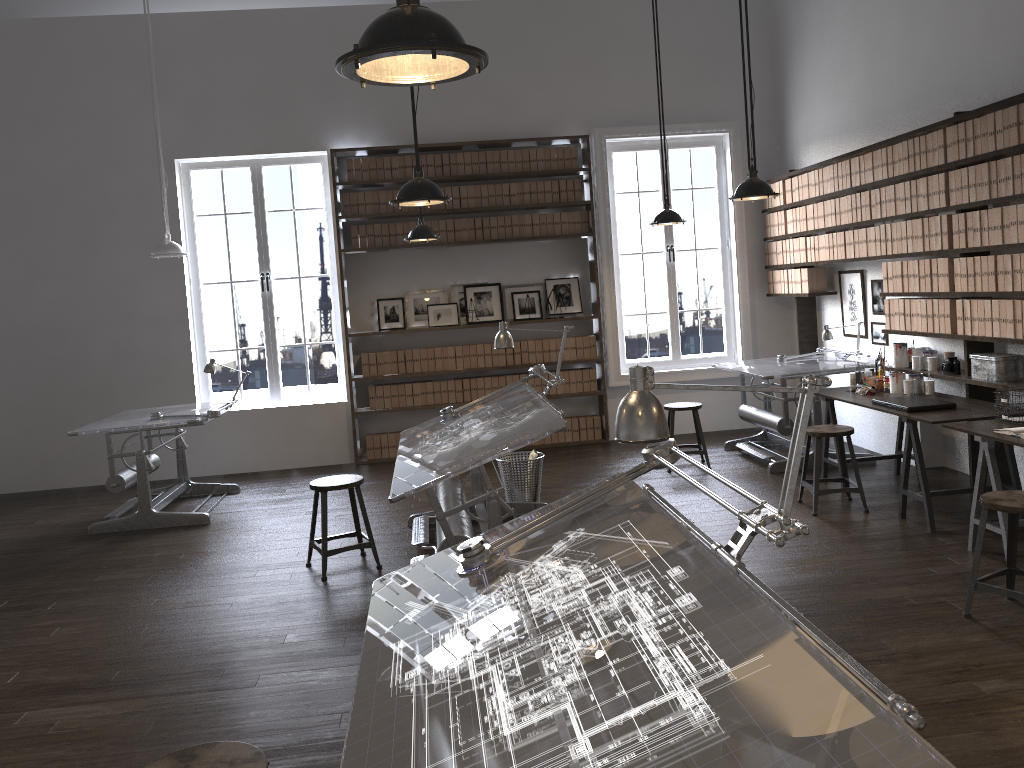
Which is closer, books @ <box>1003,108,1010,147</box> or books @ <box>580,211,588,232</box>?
books @ <box>1003,108,1010,147</box>

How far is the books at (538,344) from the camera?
8.7m

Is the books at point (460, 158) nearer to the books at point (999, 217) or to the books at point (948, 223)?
the books at point (948, 223)

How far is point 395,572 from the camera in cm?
297

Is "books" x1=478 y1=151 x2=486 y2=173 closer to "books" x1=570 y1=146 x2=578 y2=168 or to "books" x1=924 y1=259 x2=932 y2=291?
"books" x1=570 y1=146 x2=578 y2=168

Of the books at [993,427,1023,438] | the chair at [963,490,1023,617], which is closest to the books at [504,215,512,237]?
the books at [993,427,1023,438]

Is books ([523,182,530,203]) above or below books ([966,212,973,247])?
above

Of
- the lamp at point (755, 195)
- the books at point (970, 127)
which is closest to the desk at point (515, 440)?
the lamp at point (755, 195)

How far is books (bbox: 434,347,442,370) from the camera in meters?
8.6 m

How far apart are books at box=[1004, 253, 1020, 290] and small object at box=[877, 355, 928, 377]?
1.24m
